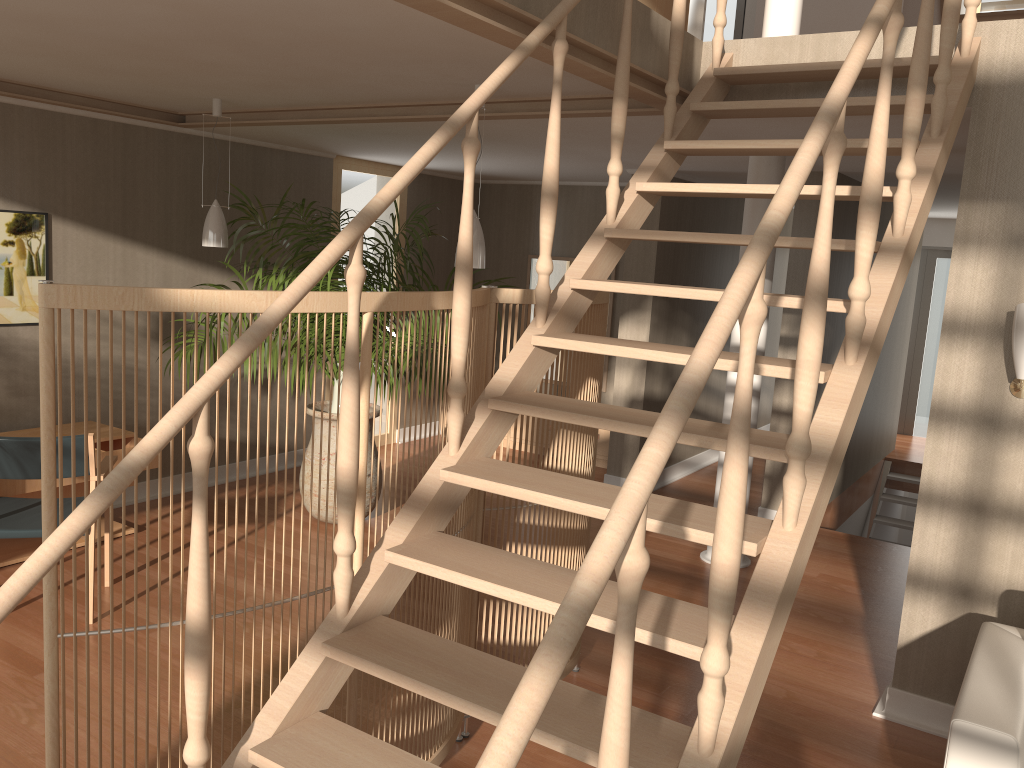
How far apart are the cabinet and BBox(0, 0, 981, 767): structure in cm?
399

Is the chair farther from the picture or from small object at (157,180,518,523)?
the picture

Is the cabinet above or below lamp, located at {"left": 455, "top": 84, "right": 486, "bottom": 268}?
below

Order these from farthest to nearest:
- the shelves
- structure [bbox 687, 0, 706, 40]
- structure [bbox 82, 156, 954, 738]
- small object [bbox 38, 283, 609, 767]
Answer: the shelves < structure [bbox 687, 0, 706, 40] < structure [bbox 82, 156, 954, 738] < small object [bbox 38, 283, 609, 767]

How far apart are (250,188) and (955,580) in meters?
5.0 m

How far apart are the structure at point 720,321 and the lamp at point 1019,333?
0.6 meters

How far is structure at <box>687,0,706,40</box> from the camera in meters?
3.8

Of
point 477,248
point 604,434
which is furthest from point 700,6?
point 604,434

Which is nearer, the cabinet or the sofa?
the sofa

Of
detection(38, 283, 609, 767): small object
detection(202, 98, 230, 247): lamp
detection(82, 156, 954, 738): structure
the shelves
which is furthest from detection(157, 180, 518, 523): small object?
detection(38, 283, 609, 767): small object
